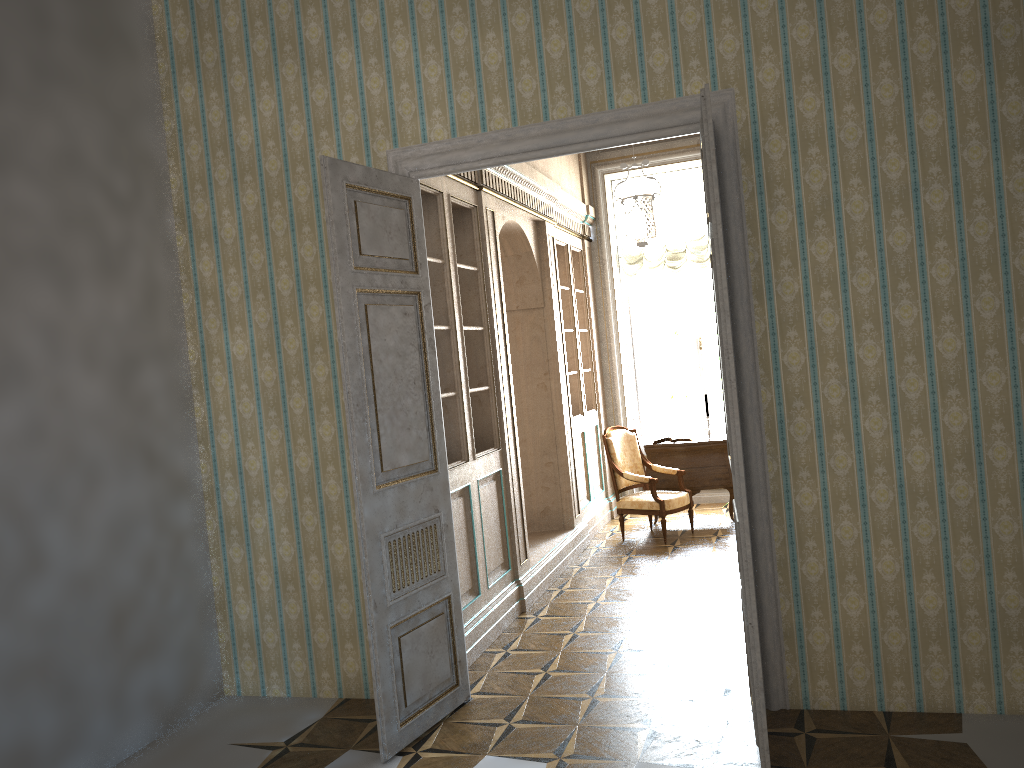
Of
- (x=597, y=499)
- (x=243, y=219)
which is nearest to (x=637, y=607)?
(x=597, y=499)

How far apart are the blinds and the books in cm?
Answer: 182

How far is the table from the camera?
8.32m

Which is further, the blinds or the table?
the blinds

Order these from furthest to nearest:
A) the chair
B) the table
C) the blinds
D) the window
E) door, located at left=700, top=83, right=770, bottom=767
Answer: the window → the blinds → the table → the chair → door, located at left=700, top=83, right=770, bottom=767

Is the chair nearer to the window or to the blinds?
the window

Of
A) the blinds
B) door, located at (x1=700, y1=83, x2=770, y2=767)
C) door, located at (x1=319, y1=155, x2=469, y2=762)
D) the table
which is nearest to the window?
the blinds

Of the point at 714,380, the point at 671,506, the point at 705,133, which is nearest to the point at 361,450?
the point at 705,133

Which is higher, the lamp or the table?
the lamp

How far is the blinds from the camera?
9.3m
